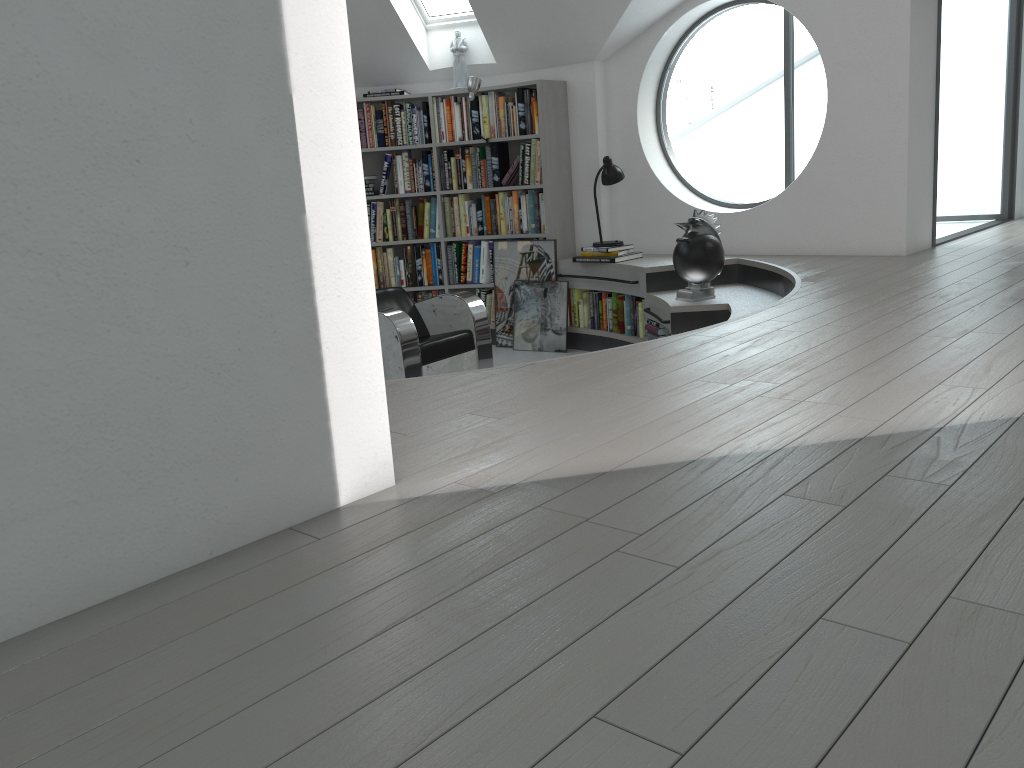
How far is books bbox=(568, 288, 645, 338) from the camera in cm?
633

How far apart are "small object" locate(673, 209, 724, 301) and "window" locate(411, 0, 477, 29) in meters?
2.7

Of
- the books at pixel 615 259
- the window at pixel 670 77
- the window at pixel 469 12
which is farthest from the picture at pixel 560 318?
the window at pixel 469 12

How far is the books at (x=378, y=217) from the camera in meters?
7.3

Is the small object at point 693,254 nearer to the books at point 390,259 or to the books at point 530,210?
the books at point 530,210

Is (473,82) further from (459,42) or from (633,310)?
(633,310)

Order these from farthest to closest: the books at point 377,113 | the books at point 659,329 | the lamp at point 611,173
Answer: the books at point 377,113
the lamp at point 611,173
the books at point 659,329

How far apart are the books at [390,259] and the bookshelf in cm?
6

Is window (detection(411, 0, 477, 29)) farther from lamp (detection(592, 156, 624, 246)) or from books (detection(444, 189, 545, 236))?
lamp (detection(592, 156, 624, 246))

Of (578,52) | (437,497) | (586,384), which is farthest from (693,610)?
(578,52)
